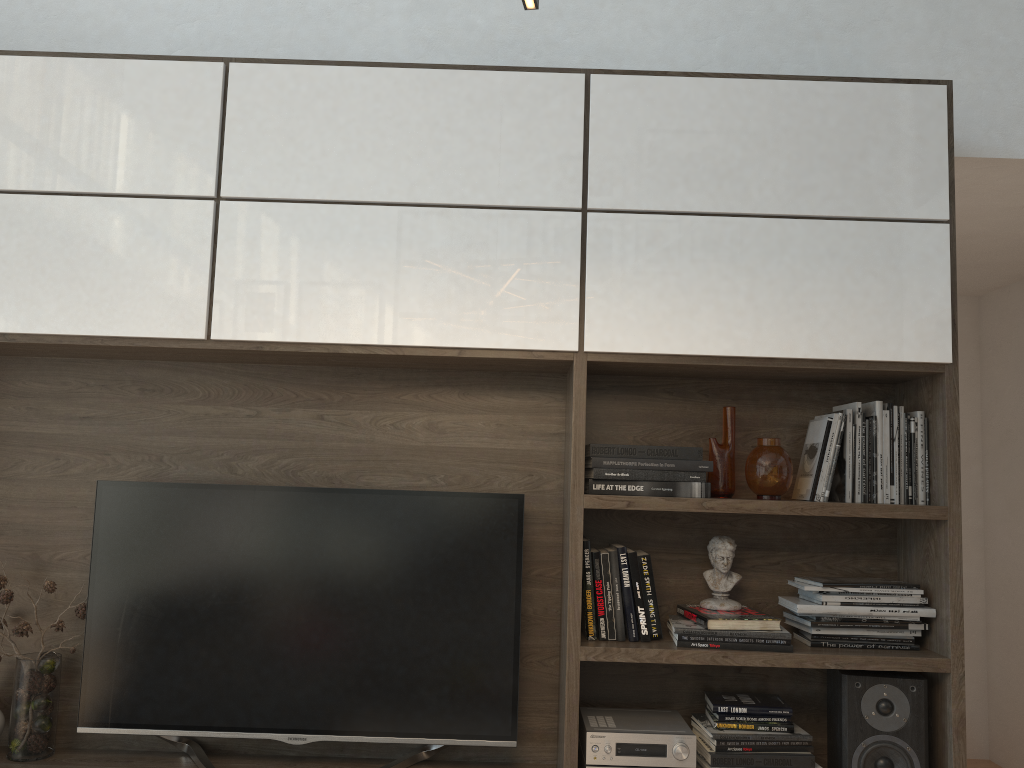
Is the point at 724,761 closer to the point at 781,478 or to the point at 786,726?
the point at 786,726

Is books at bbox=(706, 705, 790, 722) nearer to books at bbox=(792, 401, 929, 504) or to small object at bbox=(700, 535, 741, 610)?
small object at bbox=(700, 535, 741, 610)

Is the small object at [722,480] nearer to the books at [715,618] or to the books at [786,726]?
the books at [715,618]

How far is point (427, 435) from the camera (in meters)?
2.68

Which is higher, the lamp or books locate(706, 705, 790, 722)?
the lamp

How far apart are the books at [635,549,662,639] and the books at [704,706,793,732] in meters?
0.3 m

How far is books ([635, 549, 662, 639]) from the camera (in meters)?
2.43

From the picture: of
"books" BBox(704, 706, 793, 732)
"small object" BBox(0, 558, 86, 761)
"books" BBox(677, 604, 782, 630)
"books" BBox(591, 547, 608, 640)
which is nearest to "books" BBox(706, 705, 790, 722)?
"books" BBox(704, 706, 793, 732)

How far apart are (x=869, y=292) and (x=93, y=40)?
2.5 meters

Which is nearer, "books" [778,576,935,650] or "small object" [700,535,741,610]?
"books" [778,576,935,650]
